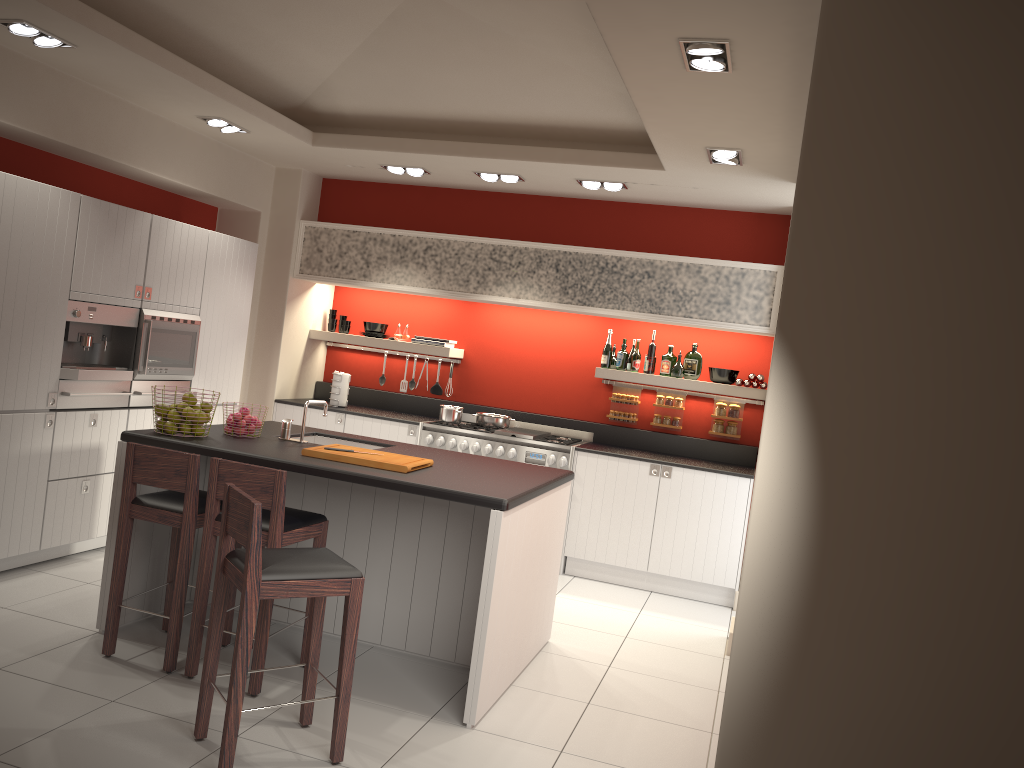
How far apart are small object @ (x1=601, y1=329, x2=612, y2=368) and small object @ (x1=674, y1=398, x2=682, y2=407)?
0.7m

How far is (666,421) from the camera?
7.4 meters

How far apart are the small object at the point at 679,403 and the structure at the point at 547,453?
0.8m

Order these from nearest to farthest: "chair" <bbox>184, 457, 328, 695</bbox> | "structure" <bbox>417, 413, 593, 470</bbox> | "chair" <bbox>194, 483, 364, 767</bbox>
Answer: "chair" <bbox>194, 483, 364, 767</bbox>, "chair" <bbox>184, 457, 328, 695</bbox>, "structure" <bbox>417, 413, 593, 470</bbox>

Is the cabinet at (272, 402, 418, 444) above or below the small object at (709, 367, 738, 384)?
below

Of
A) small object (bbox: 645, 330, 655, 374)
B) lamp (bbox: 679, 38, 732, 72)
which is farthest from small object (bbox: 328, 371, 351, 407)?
lamp (bbox: 679, 38, 732, 72)

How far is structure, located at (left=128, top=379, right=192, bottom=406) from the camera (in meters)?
5.89

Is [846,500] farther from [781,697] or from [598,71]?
[598,71]

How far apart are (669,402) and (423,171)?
2.75m

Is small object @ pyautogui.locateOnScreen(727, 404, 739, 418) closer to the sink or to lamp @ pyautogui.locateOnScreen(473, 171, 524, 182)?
lamp @ pyautogui.locateOnScreen(473, 171, 524, 182)
